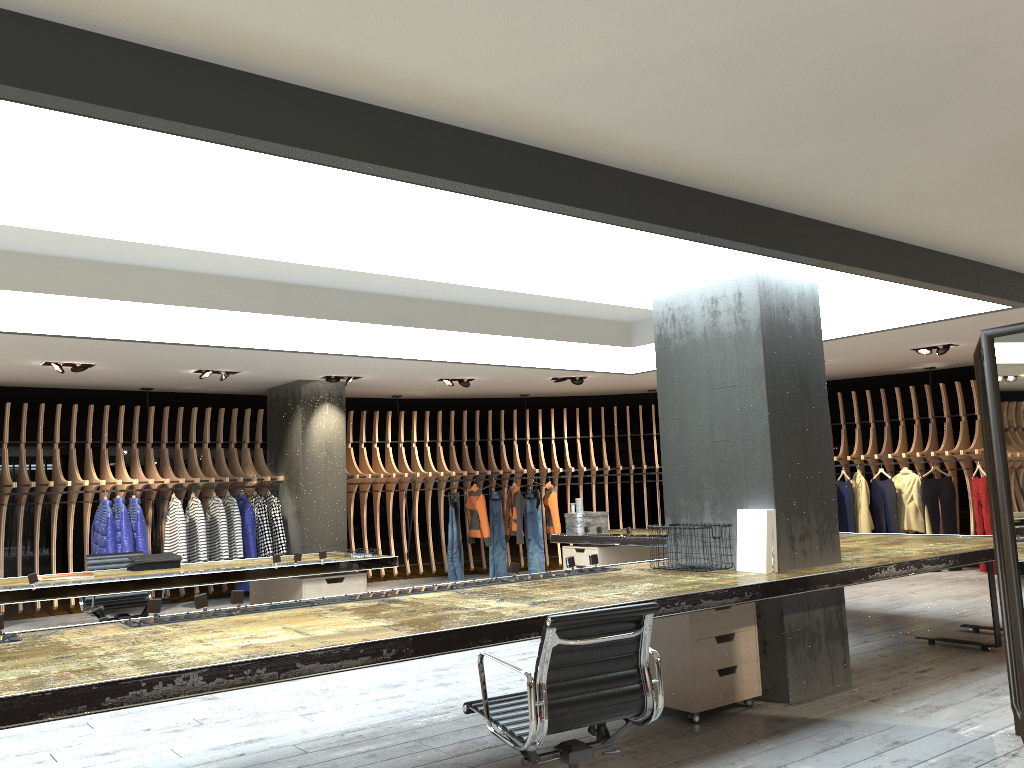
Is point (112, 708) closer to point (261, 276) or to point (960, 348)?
point (261, 276)

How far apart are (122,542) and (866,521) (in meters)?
9.44

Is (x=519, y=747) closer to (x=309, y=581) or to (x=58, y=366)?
(x=309, y=581)

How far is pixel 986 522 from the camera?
11.2 meters

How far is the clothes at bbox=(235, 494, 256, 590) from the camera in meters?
11.1 m

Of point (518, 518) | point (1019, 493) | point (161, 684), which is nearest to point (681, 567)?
point (1019, 493)

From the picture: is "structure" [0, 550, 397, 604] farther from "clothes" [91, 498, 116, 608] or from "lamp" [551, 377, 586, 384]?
"lamp" [551, 377, 586, 384]

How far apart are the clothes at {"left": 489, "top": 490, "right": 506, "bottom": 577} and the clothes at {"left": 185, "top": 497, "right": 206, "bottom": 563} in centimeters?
417cm

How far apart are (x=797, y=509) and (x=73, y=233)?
4.23m

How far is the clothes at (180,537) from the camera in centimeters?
1056cm
